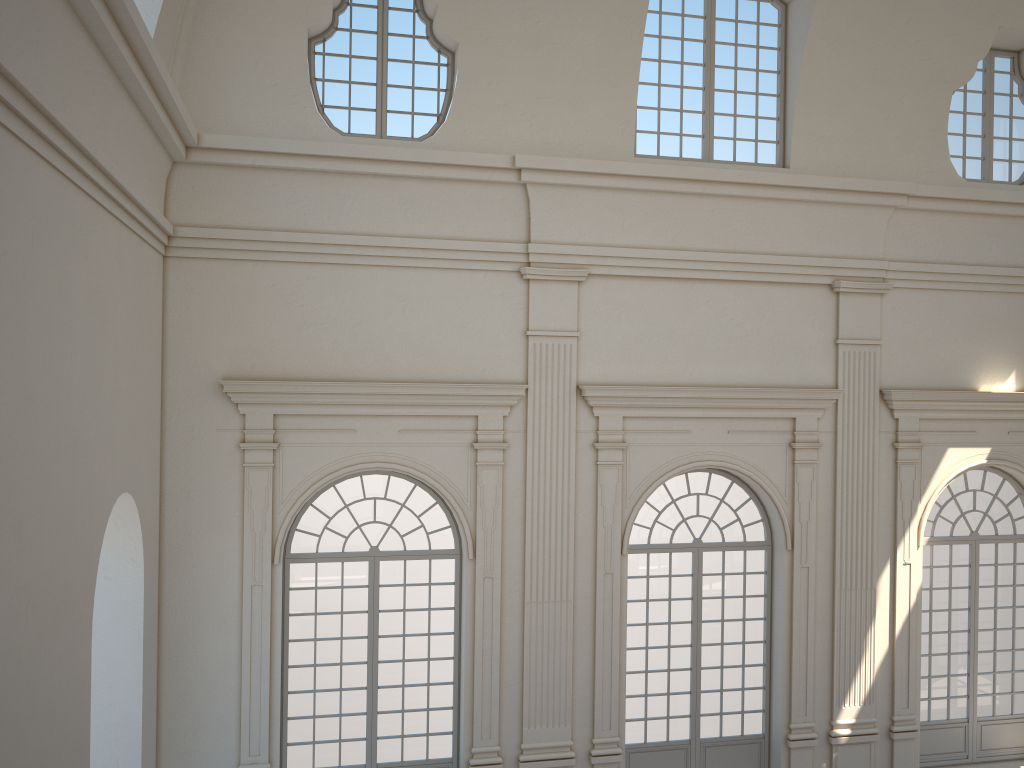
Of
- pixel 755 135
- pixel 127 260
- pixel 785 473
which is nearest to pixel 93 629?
pixel 127 260
